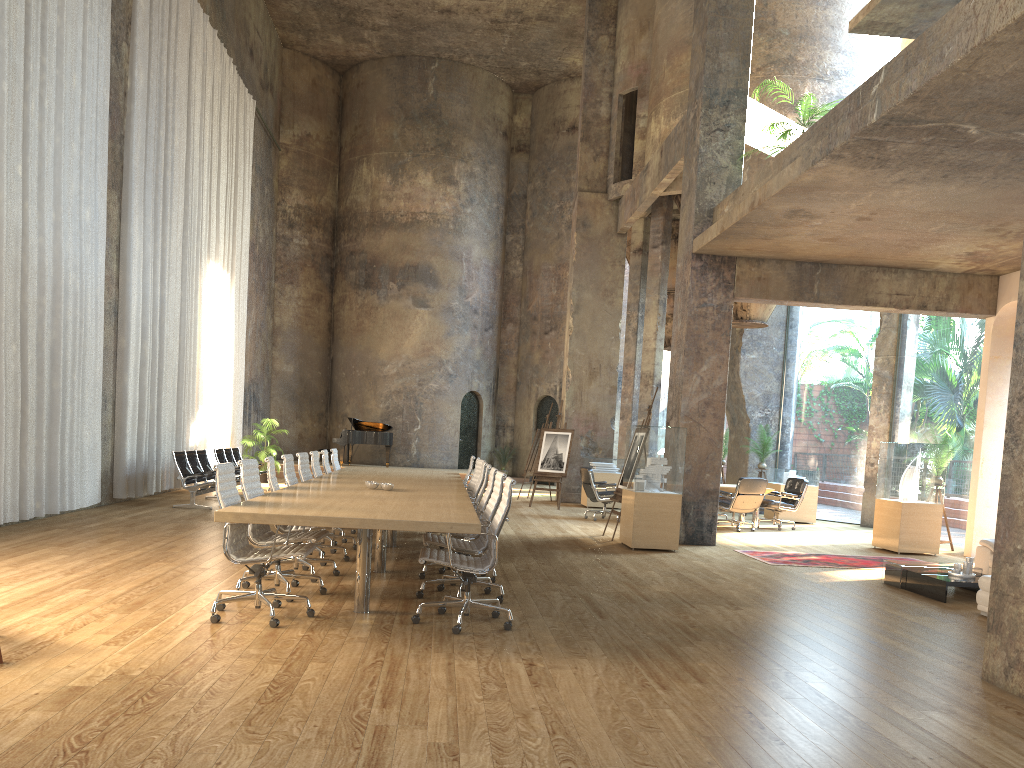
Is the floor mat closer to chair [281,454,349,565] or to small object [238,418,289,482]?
chair [281,454,349,565]

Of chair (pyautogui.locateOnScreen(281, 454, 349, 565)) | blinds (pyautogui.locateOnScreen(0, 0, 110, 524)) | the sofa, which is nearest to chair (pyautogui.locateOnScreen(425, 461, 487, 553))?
chair (pyautogui.locateOnScreen(281, 454, 349, 565))

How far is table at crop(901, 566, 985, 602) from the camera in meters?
8.0

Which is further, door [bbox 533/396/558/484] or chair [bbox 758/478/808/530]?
door [bbox 533/396/558/484]

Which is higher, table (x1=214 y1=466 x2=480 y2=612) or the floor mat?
table (x1=214 y1=466 x2=480 y2=612)

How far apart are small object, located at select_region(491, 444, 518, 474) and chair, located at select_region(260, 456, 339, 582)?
18.24m

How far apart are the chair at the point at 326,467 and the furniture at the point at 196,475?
2.96m

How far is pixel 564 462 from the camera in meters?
16.8

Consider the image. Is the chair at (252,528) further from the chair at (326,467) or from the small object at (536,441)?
the small object at (536,441)

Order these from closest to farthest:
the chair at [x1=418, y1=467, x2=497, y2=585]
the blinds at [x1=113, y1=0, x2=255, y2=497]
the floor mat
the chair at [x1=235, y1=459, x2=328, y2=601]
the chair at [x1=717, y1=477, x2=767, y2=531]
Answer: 1. the chair at [x1=235, y1=459, x2=328, y2=601]
2. the chair at [x1=418, y1=467, x2=497, y2=585]
3. the floor mat
4. the blinds at [x1=113, y1=0, x2=255, y2=497]
5. the chair at [x1=717, y1=477, x2=767, y2=531]
